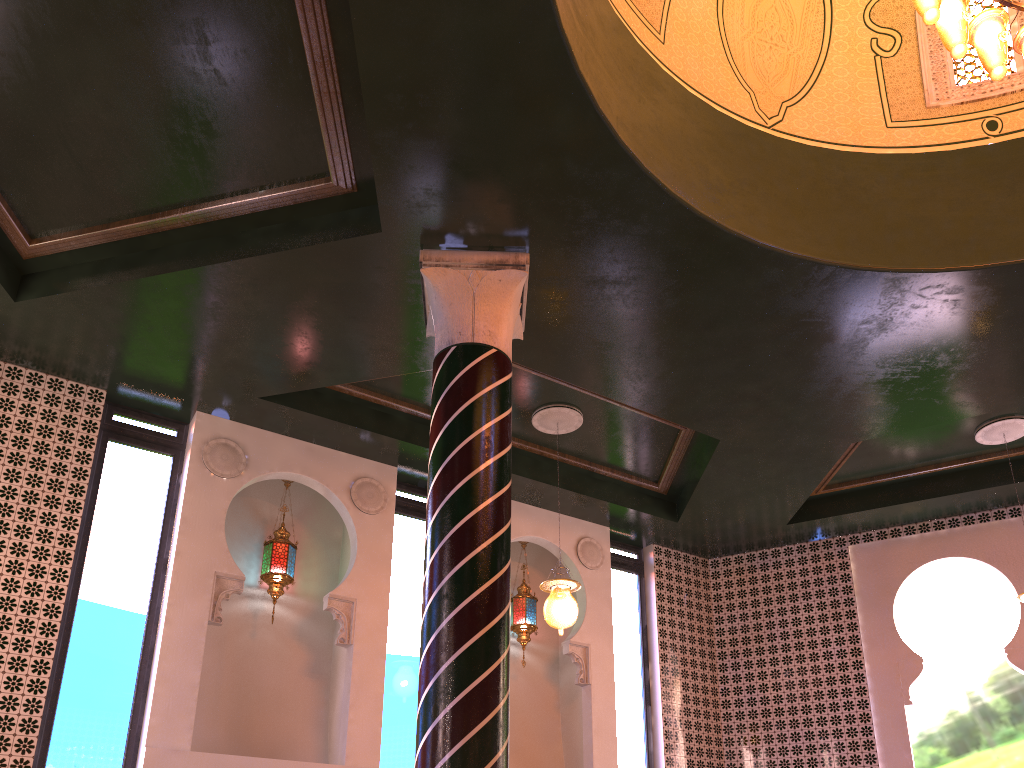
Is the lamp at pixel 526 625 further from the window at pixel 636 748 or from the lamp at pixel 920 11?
the lamp at pixel 920 11

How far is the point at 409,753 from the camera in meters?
8.1 m

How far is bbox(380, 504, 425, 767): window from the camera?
8.1 meters

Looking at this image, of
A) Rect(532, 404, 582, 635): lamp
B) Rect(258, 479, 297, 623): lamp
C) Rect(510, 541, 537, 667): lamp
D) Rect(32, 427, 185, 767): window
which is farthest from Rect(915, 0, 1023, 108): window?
Rect(32, 427, 185, 767): window

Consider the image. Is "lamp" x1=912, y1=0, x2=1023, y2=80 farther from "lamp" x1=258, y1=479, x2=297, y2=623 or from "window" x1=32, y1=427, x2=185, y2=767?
"window" x1=32, y1=427, x2=185, y2=767

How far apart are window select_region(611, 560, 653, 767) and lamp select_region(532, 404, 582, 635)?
2.42m

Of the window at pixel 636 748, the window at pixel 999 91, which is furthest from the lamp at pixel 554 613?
the window at pixel 999 91

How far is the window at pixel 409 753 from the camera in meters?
8.1 m

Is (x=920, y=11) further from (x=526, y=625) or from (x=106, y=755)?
(x=106, y=755)

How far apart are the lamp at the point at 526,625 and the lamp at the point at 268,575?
2.58m
